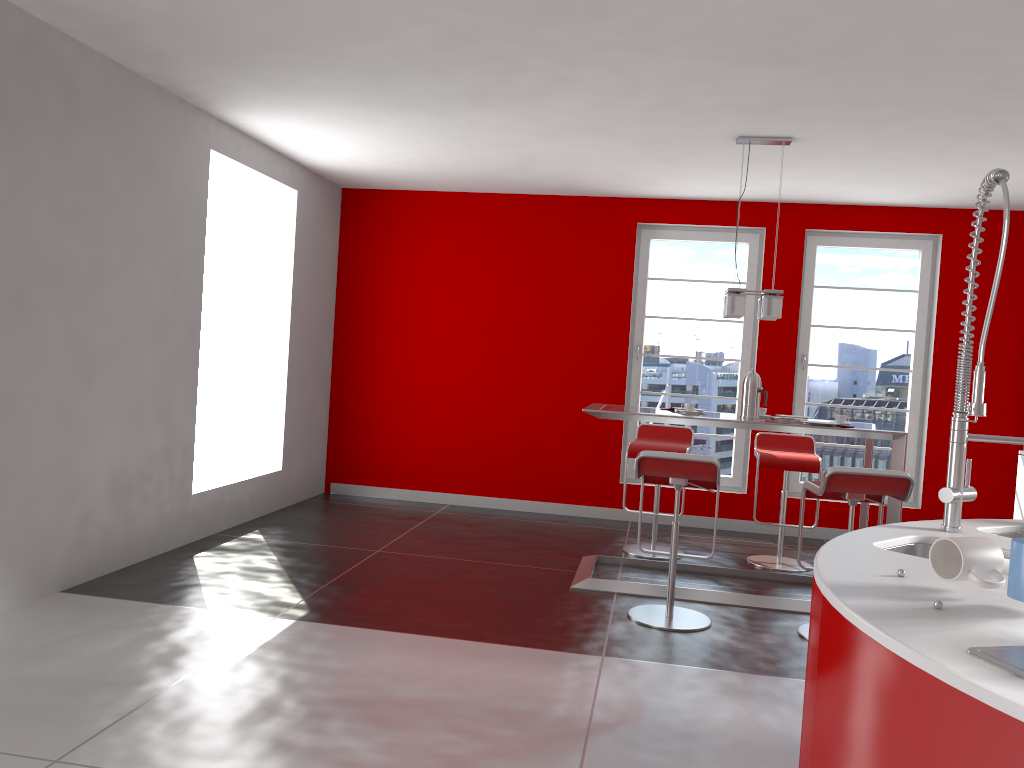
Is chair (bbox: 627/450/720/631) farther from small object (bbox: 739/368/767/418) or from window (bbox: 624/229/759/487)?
window (bbox: 624/229/759/487)

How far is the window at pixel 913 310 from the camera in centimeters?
690cm

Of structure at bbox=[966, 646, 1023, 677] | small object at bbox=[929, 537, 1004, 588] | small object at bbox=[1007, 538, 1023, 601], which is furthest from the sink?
structure at bbox=[966, 646, 1023, 677]

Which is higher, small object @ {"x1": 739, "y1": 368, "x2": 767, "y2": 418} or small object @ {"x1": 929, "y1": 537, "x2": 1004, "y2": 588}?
small object @ {"x1": 739, "y1": 368, "x2": 767, "y2": 418}

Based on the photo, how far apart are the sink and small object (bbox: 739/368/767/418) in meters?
2.8 m

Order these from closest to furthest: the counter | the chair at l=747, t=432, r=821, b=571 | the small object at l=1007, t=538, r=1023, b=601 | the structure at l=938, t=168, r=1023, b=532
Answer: the counter, the small object at l=1007, t=538, r=1023, b=601, the structure at l=938, t=168, r=1023, b=532, the chair at l=747, t=432, r=821, b=571

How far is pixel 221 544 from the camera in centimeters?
544cm

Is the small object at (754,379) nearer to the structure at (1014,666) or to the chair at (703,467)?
the chair at (703,467)

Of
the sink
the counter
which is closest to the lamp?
the counter

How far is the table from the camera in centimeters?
467cm
